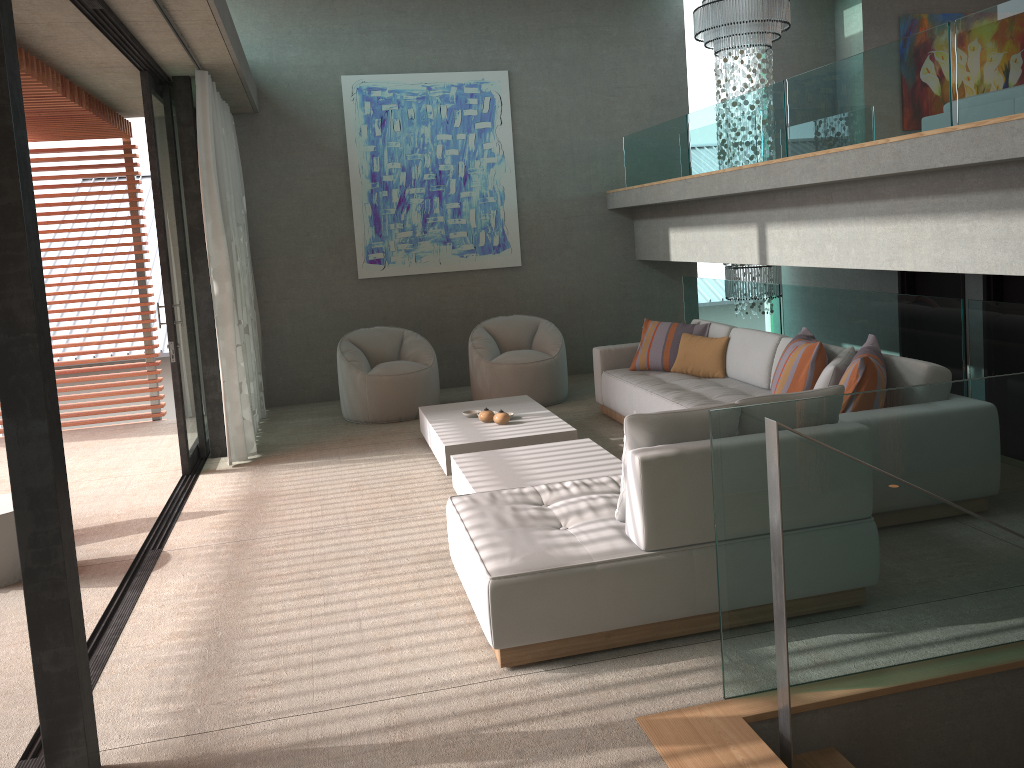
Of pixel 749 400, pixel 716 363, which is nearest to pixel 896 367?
pixel 749 400

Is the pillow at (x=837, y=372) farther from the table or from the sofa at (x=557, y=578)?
the table

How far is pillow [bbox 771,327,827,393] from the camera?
5.01m

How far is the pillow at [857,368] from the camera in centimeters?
444cm

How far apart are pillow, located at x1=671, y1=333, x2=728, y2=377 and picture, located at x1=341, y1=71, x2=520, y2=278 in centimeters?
286cm

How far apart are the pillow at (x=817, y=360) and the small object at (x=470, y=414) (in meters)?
2.26

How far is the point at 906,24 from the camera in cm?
944

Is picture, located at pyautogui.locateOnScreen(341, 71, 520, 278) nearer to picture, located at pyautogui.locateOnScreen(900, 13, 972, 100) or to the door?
the door

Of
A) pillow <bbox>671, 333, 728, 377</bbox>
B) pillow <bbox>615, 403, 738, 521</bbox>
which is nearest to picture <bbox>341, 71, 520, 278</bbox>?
pillow <bbox>671, 333, 728, 377</bbox>

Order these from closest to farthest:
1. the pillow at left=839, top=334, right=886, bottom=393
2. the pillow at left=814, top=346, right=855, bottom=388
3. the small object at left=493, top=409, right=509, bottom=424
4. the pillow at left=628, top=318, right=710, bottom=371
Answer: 1. the pillow at left=839, top=334, right=886, bottom=393
2. the pillow at left=814, top=346, right=855, bottom=388
3. the small object at left=493, top=409, right=509, bottom=424
4. the pillow at left=628, top=318, right=710, bottom=371
